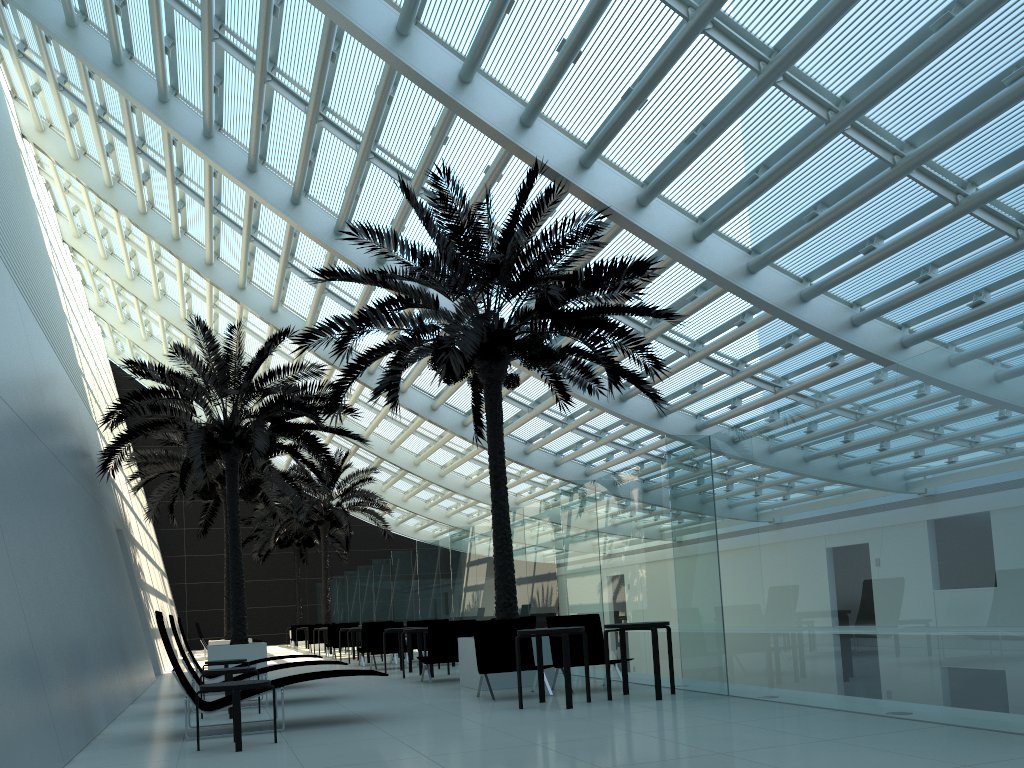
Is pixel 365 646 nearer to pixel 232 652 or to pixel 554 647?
pixel 232 652

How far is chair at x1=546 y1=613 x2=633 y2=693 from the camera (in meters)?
10.08

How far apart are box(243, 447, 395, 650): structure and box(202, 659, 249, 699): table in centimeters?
1578cm

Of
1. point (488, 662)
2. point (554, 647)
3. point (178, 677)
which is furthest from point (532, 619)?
point (178, 677)

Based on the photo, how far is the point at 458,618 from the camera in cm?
1619

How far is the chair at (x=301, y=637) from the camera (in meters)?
32.04

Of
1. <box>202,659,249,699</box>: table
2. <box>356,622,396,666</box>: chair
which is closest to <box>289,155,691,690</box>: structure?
<box>202,659,249,699</box>: table

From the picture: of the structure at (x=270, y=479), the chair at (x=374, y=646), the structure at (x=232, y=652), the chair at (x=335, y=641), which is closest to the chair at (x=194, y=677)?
the structure at (x=232, y=652)

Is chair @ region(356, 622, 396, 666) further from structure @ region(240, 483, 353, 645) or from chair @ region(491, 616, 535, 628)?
structure @ region(240, 483, 353, 645)

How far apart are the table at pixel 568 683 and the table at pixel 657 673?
0.43m
